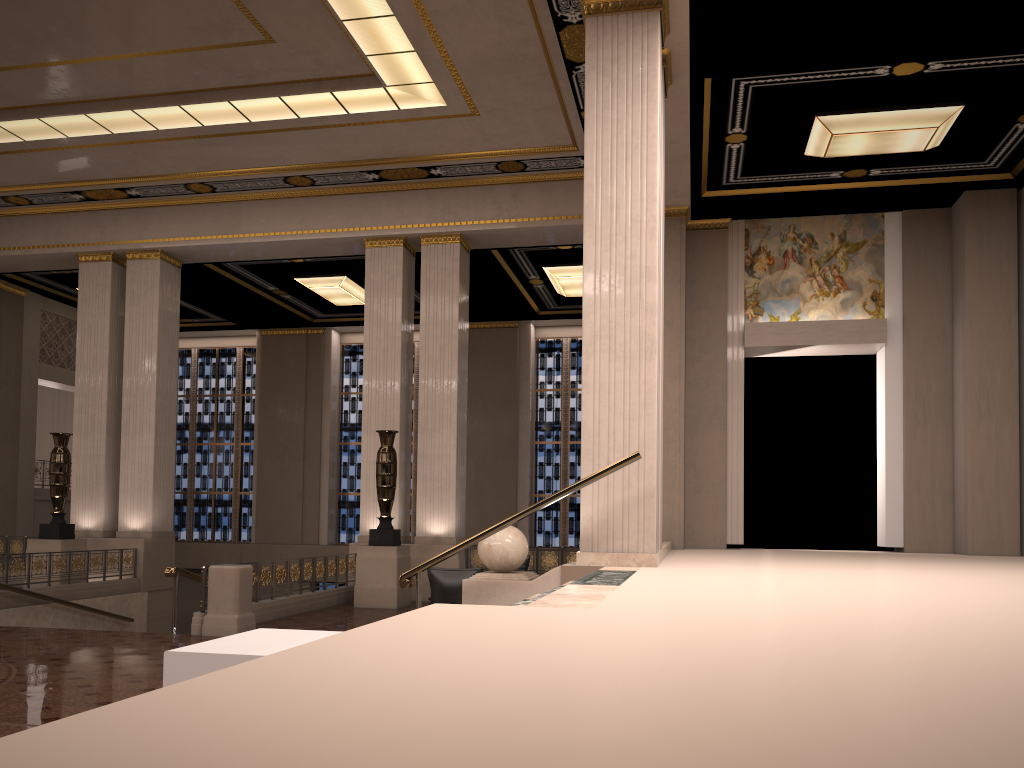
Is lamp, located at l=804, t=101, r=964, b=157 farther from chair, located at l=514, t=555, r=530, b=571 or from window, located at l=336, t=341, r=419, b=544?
window, located at l=336, t=341, r=419, b=544

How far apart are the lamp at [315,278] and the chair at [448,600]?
10.30m

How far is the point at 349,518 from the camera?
23.05m

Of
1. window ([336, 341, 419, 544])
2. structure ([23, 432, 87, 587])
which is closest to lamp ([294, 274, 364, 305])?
window ([336, 341, 419, 544])

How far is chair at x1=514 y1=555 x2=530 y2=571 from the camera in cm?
1362

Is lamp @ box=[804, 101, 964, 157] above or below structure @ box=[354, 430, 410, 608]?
above

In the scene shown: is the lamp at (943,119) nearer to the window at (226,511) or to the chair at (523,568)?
the chair at (523,568)

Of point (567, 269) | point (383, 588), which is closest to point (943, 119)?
point (567, 269)

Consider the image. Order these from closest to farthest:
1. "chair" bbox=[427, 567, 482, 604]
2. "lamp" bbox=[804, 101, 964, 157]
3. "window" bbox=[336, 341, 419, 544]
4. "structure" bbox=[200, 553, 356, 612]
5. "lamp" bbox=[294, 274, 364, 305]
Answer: "chair" bbox=[427, 567, 482, 604] → "structure" bbox=[200, 553, 356, 612] → "lamp" bbox=[804, 101, 964, 157] → "lamp" bbox=[294, 274, 364, 305] → "window" bbox=[336, 341, 419, 544]

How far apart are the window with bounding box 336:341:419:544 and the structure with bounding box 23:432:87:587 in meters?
8.4 m
